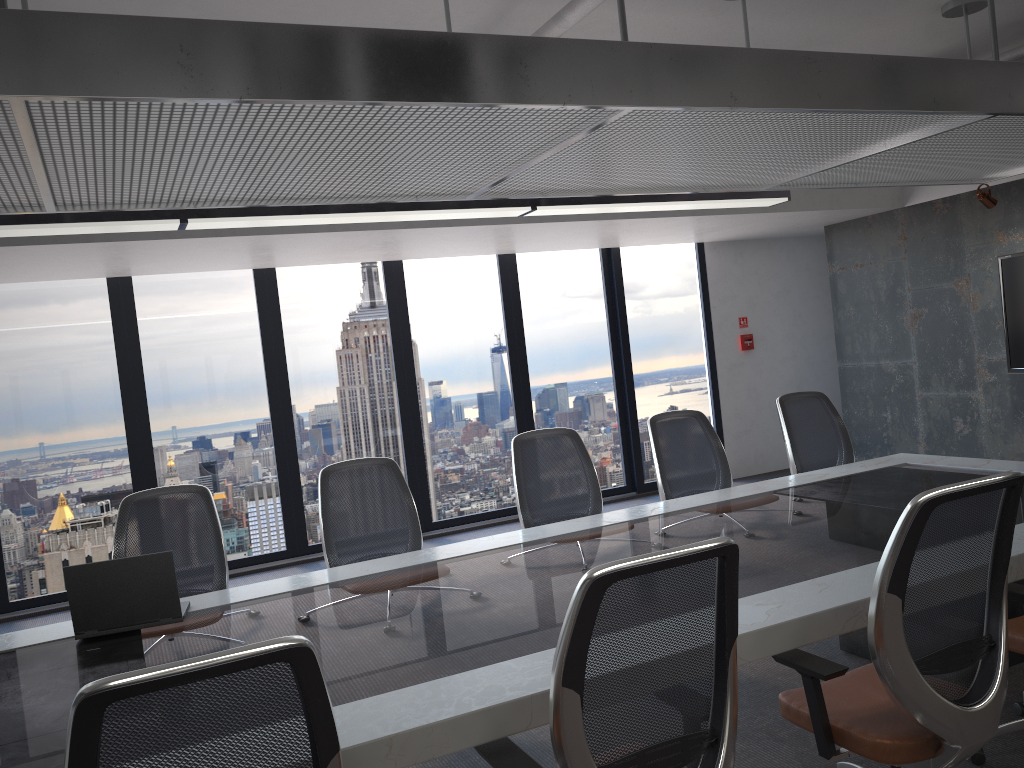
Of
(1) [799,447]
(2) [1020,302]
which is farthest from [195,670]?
(2) [1020,302]

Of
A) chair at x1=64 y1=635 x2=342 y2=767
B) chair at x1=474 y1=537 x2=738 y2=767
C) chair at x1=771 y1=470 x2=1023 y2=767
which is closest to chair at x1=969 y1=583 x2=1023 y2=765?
chair at x1=771 y1=470 x2=1023 y2=767

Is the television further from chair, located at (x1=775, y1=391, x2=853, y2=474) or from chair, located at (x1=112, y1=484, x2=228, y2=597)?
chair, located at (x1=112, y1=484, x2=228, y2=597)

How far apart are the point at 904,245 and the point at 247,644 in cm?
719

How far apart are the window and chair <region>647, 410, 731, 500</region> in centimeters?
347cm

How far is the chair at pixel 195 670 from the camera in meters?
1.4 m

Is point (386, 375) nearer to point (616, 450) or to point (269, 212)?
point (616, 450)

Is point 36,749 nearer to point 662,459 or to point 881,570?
point 881,570

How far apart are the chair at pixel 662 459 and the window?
3.47m

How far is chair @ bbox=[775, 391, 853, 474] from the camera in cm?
538
